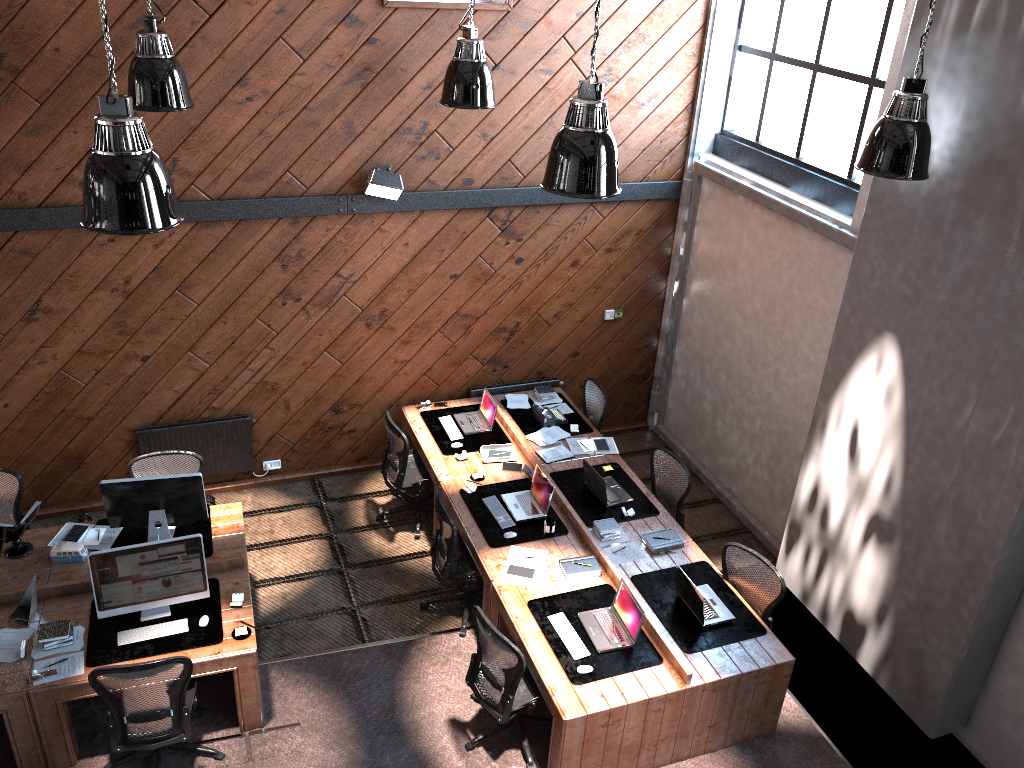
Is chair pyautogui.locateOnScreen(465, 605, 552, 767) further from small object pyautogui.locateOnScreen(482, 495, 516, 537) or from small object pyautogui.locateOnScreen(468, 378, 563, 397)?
small object pyautogui.locateOnScreen(468, 378, 563, 397)

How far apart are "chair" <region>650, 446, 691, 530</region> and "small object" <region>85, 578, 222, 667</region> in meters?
3.8 m

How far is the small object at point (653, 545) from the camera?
7.0 meters

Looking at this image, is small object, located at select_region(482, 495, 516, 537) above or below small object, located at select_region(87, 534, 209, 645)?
below

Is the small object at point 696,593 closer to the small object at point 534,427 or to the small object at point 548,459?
the small object at point 548,459

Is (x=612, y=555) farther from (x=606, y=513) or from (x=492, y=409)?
(x=492, y=409)

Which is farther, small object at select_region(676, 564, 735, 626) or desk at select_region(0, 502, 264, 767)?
small object at select_region(676, 564, 735, 626)

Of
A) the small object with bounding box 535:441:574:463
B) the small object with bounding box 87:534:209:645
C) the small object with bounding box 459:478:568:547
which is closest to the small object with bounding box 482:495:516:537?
the small object with bounding box 459:478:568:547

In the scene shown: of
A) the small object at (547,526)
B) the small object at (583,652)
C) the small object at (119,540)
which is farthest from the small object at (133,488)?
the small object at (583,652)

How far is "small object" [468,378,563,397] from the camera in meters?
9.1 m
